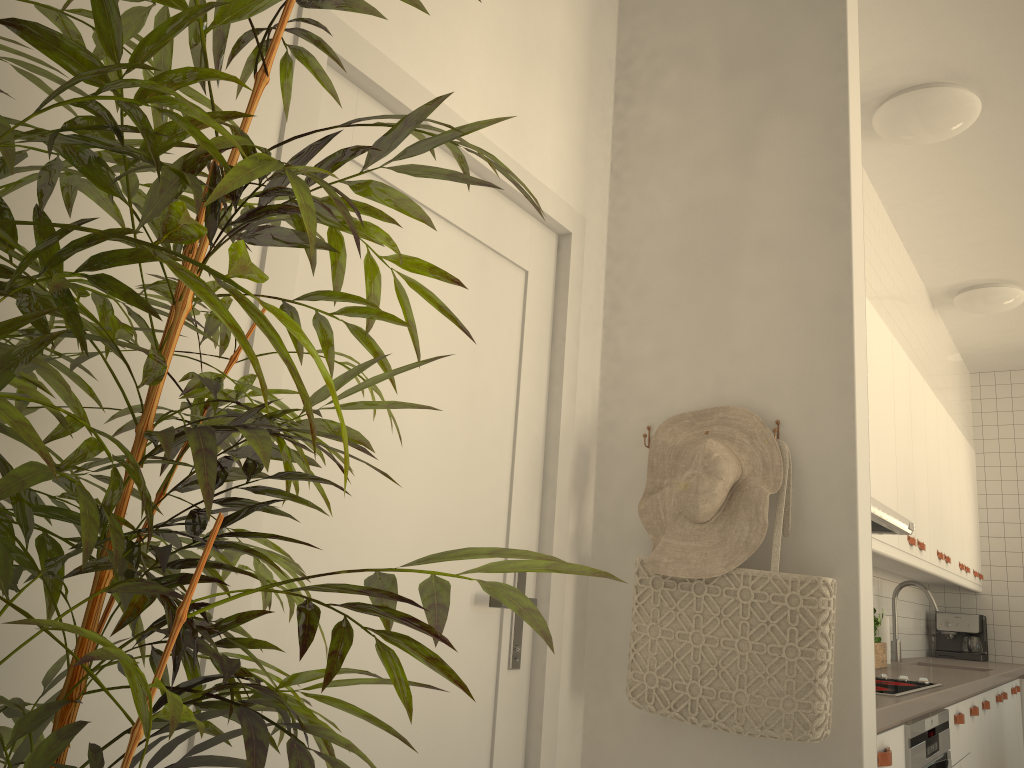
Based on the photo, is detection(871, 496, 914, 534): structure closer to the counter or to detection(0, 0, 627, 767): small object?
the counter

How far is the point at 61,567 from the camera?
0.75m

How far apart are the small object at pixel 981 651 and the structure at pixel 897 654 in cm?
136

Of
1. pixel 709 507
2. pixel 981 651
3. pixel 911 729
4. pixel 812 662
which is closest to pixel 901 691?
pixel 911 729

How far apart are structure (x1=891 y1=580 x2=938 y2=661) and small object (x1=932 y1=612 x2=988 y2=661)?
1.36m

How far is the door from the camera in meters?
1.4

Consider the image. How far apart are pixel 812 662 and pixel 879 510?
1.0 meters

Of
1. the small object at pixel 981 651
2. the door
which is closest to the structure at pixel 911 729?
the door

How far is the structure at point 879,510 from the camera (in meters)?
2.58

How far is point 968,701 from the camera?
3.4 meters
